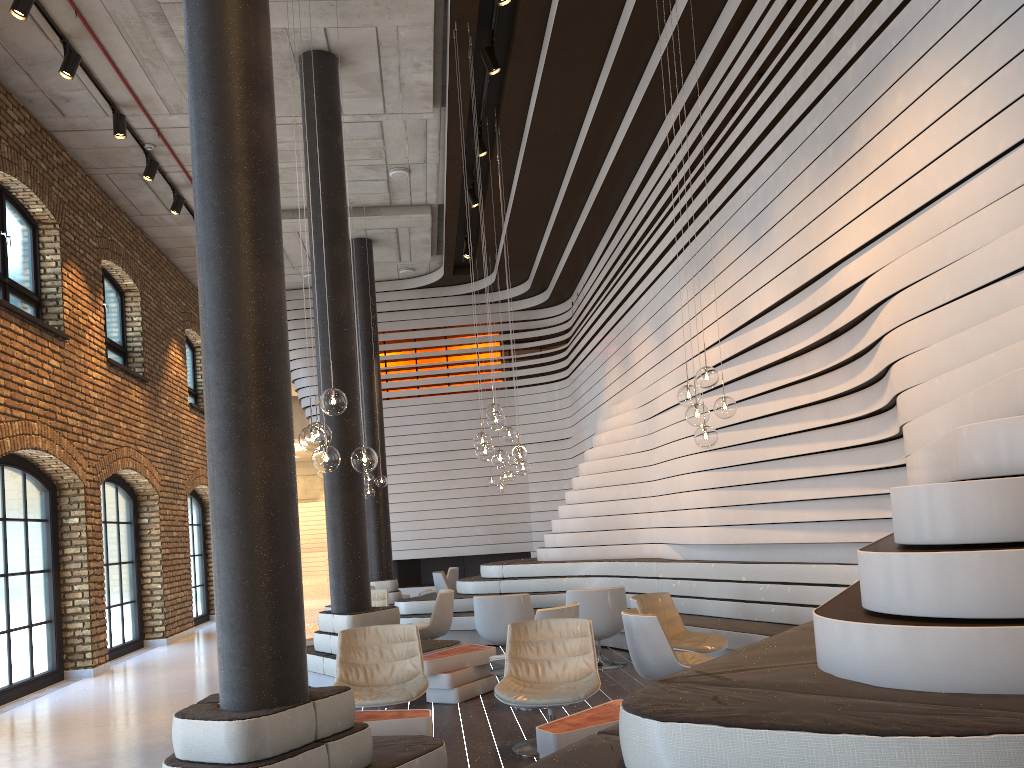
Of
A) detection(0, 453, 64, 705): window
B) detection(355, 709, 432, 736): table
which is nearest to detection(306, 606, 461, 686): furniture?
detection(355, 709, 432, 736): table

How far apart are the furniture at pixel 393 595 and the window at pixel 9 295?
5.85m

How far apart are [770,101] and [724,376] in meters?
2.4

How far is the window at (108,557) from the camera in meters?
11.7

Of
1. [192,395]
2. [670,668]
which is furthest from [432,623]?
[192,395]

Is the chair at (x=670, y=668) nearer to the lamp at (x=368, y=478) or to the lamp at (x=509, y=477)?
the lamp at (x=368, y=478)

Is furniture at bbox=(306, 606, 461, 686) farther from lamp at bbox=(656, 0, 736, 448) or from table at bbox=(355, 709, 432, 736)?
lamp at bbox=(656, 0, 736, 448)

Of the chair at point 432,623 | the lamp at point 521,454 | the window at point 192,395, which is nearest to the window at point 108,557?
the window at point 192,395

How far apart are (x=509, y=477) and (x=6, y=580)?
7.5 meters

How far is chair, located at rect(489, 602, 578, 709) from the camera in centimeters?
651cm
